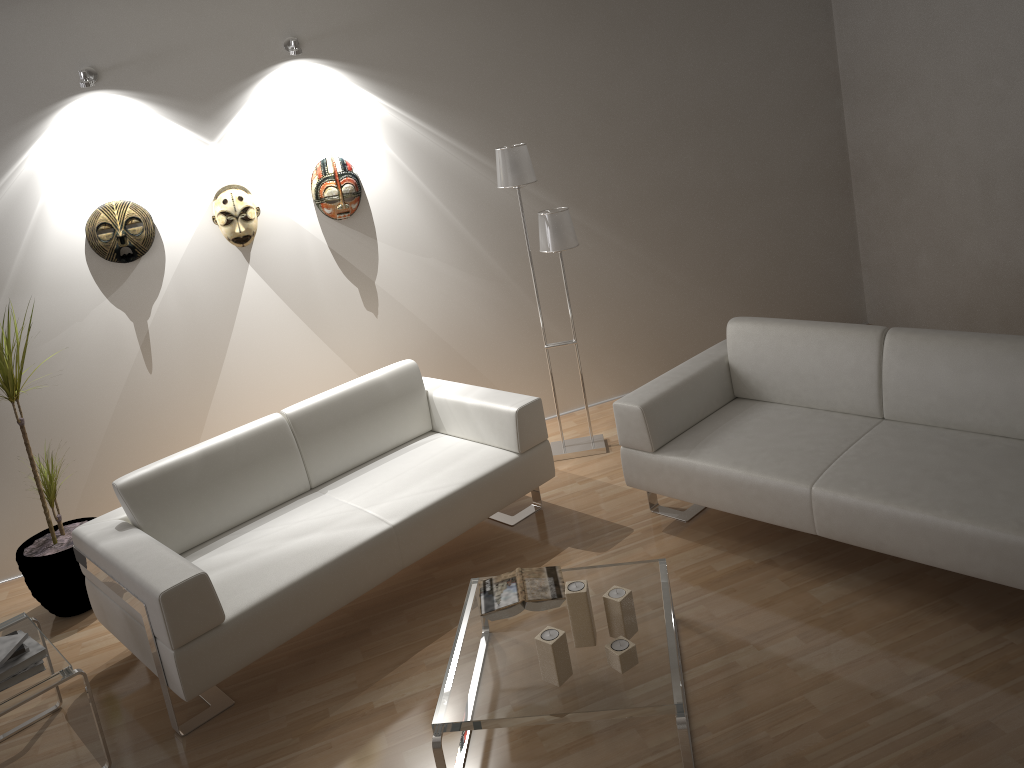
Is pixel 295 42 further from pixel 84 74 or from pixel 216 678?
pixel 216 678

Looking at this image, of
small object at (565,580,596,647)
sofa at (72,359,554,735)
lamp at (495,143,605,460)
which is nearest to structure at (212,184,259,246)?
sofa at (72,359,554,735)

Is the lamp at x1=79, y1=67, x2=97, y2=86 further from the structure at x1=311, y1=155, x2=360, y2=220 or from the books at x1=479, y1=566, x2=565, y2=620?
the books at x1=479, y1=566, x2=565, y2=620

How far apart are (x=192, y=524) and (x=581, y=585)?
1.7m

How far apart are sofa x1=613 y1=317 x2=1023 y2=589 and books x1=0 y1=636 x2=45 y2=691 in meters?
2.3 m

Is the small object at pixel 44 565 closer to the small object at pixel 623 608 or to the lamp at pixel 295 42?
the lamp at pixel 295 42

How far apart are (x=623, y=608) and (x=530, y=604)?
0.4 meters

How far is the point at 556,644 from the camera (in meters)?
2.62

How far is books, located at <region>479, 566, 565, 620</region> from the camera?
3.0m

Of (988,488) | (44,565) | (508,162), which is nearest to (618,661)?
(988,488)
